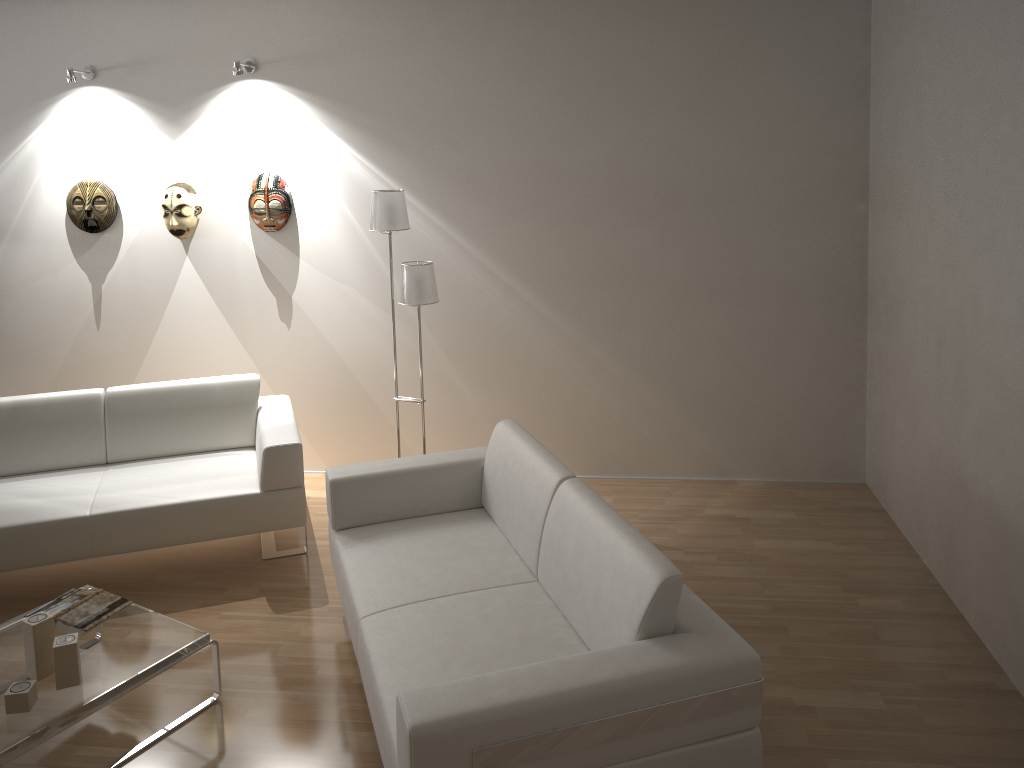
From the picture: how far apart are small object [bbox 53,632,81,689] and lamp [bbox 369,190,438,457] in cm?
203

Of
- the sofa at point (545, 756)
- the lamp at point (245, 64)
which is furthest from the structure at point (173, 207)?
the sofa at point (545, 756)

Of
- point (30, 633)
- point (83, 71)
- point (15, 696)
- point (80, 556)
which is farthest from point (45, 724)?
point (83, 71)

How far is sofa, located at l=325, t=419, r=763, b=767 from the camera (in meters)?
2.15

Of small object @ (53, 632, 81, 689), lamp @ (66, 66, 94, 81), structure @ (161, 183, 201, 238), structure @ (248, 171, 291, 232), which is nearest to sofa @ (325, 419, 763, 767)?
small object @ (53, 632, 81, 689)

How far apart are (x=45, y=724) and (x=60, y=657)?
0.21m

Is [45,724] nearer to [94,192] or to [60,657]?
[60,657]

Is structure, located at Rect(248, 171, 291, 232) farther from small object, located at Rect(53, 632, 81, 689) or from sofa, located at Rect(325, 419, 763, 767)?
small object, located at Rect(53, 632, 81, 689)

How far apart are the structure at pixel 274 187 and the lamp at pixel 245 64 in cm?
55

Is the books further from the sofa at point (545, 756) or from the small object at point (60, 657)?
the sofa at point (545, 756)
